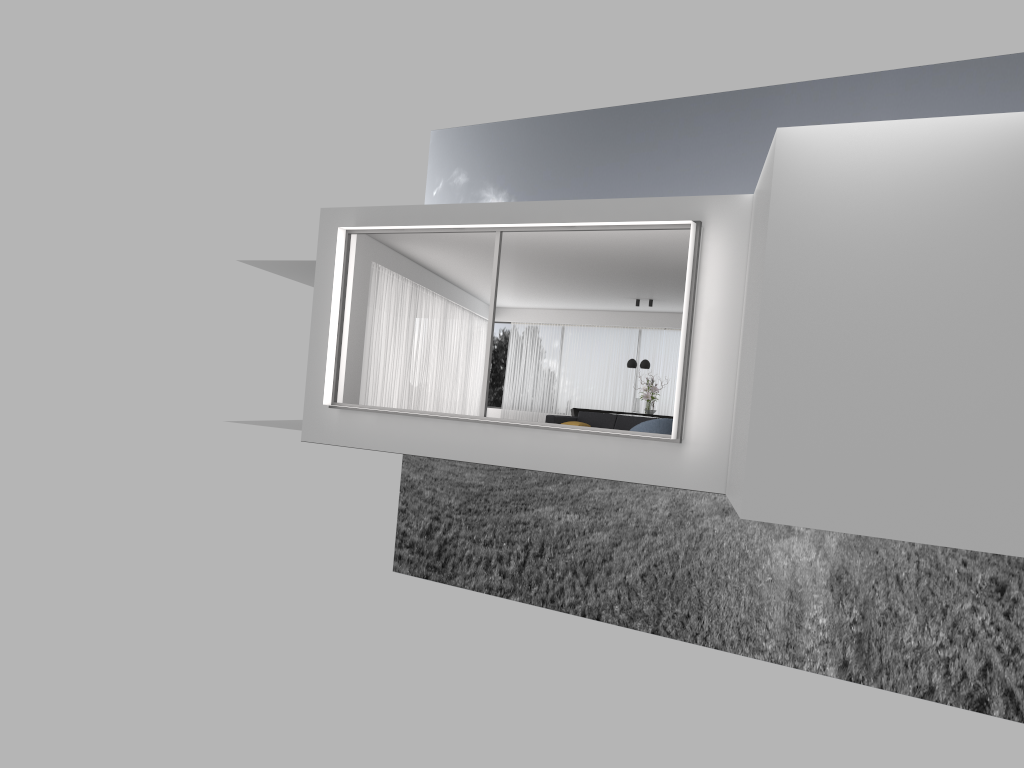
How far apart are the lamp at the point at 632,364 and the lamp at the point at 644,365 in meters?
0.3

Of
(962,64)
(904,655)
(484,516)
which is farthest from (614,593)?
(962,64)

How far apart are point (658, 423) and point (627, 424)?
3.2m

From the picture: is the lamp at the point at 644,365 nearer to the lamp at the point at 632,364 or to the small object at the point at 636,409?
the lamp at the point at 632,364

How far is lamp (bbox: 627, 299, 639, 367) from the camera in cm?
1865

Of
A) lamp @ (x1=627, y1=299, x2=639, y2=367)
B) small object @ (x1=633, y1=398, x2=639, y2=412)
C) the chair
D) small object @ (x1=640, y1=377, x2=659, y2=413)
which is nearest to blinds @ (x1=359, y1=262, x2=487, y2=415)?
lamp @ (x1=627, y1=299, x2=639, y2=367)

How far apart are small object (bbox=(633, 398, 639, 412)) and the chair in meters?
6.8

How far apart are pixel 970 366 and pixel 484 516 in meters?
36.9 m

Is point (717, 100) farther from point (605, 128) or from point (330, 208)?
point (330, 208)

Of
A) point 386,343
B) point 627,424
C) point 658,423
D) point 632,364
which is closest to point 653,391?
point 632,364
